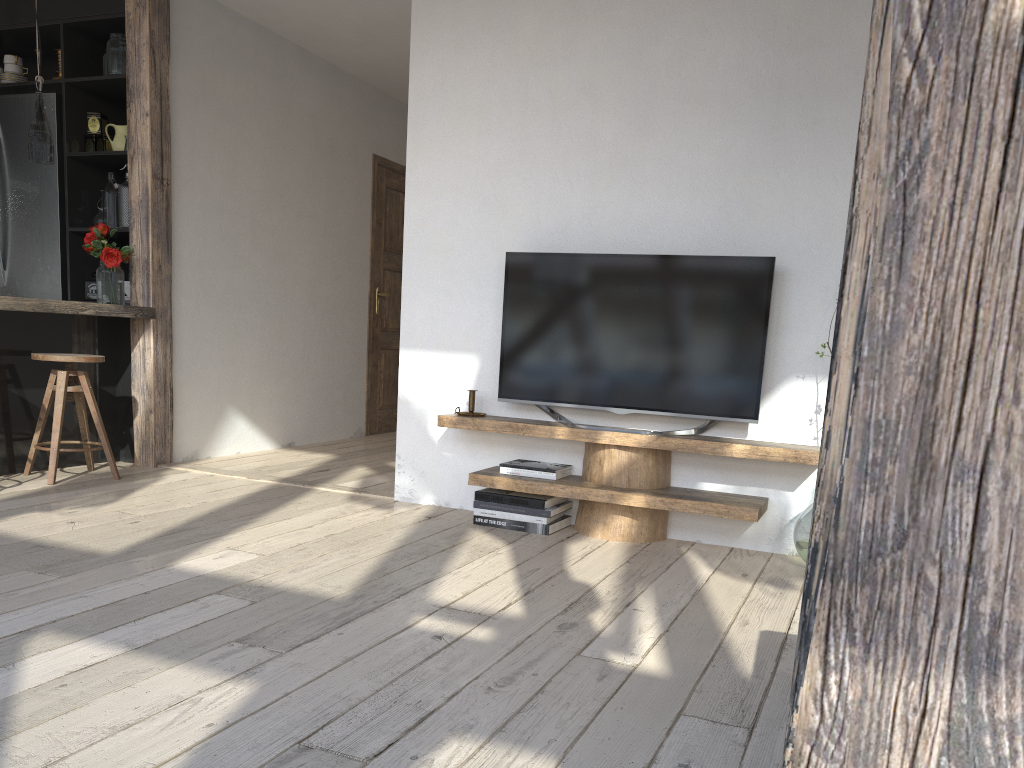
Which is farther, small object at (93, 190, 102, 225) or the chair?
small object at (93, 190, 102, 225)

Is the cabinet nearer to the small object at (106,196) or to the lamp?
the small object at (106,196)

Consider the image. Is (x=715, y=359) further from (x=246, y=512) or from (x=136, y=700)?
(x=136, y=700)

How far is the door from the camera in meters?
6.7

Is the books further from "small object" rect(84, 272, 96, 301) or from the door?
the door

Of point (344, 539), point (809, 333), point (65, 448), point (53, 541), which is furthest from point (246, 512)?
point (809, 333)

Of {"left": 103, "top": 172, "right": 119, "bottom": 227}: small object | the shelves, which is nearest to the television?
the shelves

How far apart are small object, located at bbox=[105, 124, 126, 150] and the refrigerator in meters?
0.3 m

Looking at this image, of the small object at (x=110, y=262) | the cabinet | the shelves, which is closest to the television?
the shelves

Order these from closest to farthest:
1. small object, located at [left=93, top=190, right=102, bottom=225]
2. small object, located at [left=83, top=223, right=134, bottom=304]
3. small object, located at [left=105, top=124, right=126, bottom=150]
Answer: small object, located at [left=83, top=223, right=134, bottom=304], small object, located at [left=105, top=124, right=126, bottom=150], small object, located at [left=93, top=190, right=102, bottom=225]
